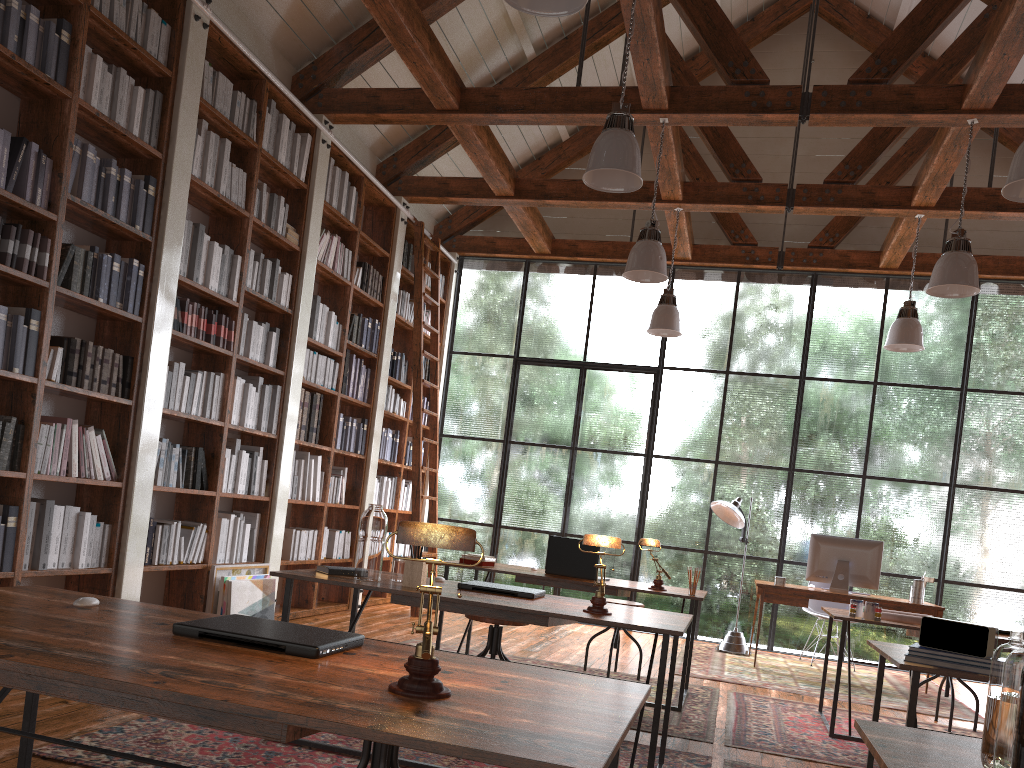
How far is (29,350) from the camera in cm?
398

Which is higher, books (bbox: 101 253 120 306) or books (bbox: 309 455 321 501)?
books (bbox: 101 253 120 306)

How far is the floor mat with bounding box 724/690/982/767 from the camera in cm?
407

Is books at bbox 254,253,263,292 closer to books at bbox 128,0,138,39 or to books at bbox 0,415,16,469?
books at bbox 128,0,138,39

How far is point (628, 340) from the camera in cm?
882

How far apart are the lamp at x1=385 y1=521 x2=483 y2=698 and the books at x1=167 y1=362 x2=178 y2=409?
3.90m

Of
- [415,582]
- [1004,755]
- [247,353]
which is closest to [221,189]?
[247,353]

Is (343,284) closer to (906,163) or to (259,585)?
(259,585)

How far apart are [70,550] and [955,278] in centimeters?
504cm

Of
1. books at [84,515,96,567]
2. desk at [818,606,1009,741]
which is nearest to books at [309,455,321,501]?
books at [84,515,96,567]
